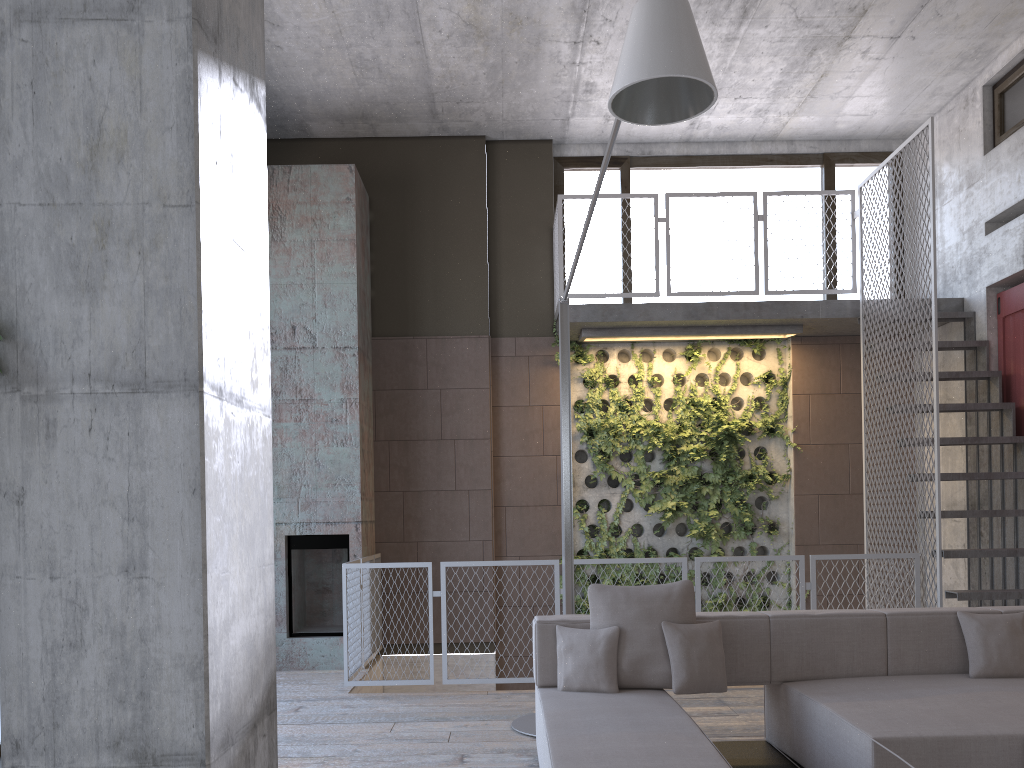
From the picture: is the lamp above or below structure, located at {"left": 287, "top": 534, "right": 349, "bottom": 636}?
above

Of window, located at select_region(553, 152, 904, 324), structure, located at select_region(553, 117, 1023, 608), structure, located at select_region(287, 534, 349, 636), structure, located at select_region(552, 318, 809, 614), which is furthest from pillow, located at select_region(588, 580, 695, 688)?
window, located at select_region(553, 152, 904, 324)

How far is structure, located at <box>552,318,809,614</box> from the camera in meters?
8.8 m

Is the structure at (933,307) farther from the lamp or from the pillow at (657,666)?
the pillow at (657,666)

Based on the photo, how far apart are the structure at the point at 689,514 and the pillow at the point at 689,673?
4.2m

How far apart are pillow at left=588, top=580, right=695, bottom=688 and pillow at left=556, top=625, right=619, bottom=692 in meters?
0.0

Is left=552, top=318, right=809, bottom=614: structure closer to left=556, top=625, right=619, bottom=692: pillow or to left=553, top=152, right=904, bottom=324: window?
left=553, top=152, right=904, bottom=324: window

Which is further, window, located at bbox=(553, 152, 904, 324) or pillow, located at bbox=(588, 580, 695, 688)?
window, located at bbox=(553, 152, 904, 324)

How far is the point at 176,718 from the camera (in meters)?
1.64

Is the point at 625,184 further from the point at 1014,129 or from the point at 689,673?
the point at 689,673
